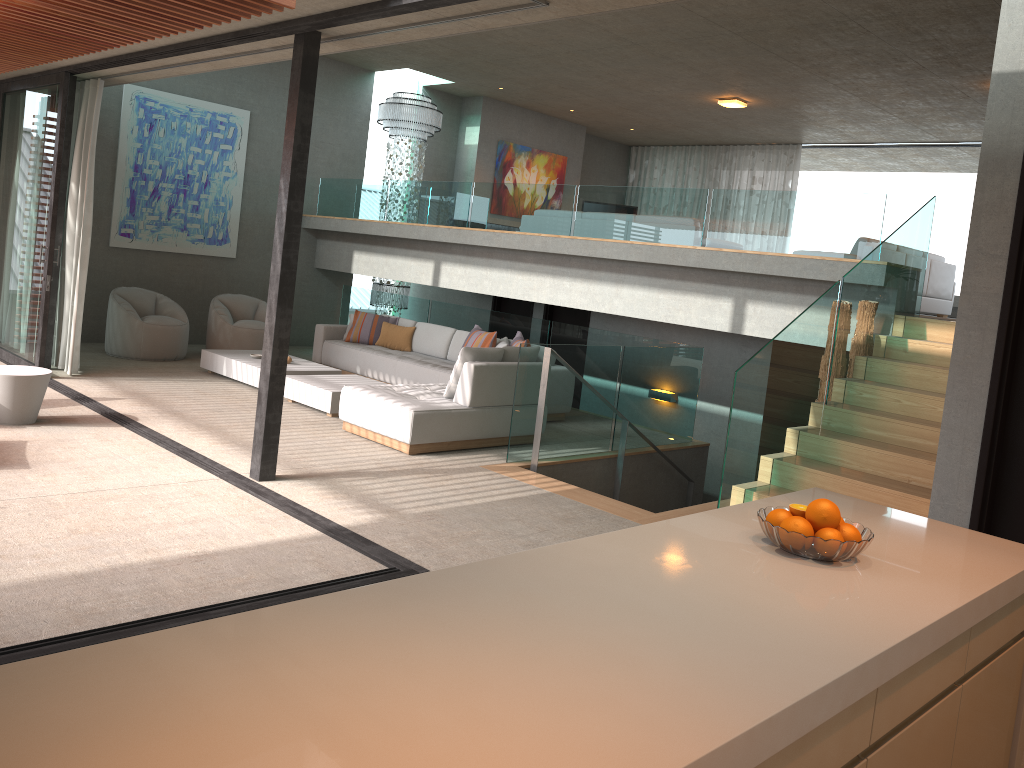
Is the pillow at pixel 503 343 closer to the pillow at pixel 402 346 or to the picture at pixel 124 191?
the pillow at pixel 402 346

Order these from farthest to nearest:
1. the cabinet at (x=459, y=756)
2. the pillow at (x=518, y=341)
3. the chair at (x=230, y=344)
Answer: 1. the chair at (x=230, y=344)
2. the pillow at (x=518, y=341)
3. the cabinet at (x=459, y=756)

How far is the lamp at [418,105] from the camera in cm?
1304

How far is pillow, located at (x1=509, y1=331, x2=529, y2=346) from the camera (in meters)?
9.30

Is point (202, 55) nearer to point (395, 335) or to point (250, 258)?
point (395, 335)

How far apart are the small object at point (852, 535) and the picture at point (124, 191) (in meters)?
10.65

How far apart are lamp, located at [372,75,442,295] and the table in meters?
7.1 m

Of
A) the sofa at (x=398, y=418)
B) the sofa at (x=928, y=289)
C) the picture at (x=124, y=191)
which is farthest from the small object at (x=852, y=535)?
the picture at (x=124, y=191)

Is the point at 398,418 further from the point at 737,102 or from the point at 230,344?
the point at 737,102

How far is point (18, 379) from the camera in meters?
6.5
